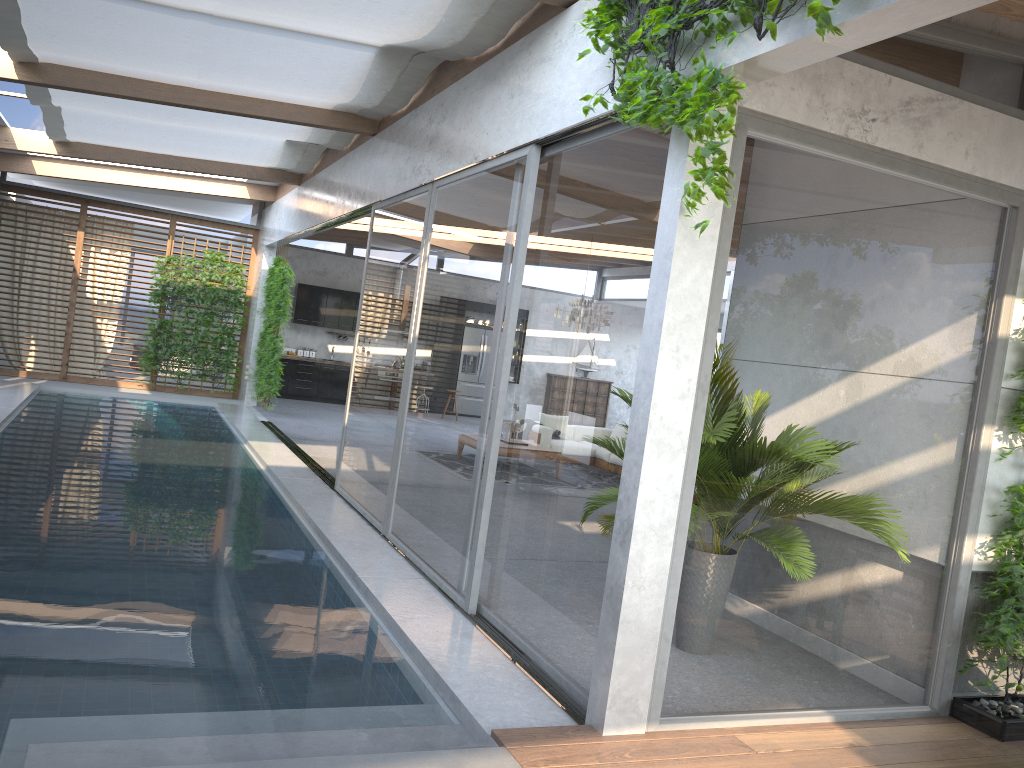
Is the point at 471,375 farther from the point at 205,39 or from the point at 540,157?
the point at 205,39

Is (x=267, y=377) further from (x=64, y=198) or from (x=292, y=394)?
(x=64, y=198)

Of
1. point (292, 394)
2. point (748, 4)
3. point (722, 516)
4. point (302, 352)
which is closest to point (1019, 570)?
point (722, 516)

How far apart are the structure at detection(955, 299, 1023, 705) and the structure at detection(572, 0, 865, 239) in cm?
215

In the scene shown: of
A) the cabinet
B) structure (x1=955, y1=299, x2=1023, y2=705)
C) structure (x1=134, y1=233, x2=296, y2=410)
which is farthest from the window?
the cabinet

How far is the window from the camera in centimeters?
387cm

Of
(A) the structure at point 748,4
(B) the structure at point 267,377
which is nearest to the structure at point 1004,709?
(A) the structure at point 748,4

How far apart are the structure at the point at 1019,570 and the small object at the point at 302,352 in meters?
15.0

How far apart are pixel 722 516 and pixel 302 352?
15.0 meters

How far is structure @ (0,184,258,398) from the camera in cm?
1468
